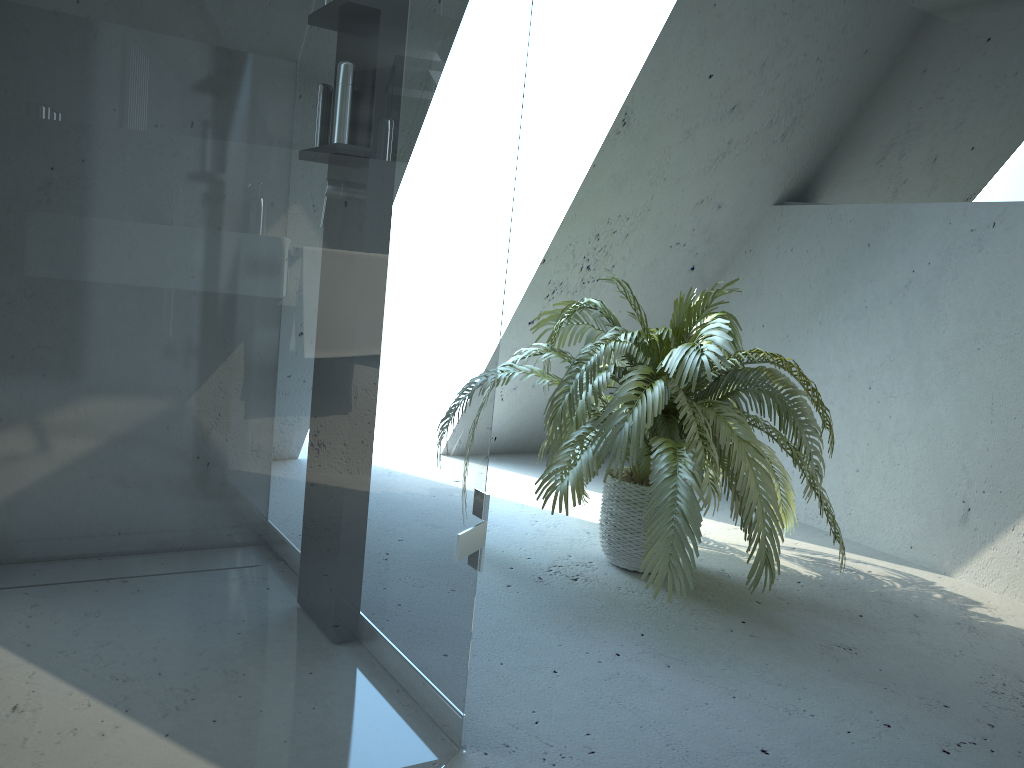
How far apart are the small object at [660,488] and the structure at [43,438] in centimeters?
66cm

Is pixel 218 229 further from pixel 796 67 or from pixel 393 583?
pixel 796 67

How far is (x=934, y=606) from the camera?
2.62m

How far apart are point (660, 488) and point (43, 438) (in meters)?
1.64

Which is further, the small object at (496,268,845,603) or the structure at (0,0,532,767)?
the small object at (496,268,845,603)

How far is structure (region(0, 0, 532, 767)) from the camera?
0.70m

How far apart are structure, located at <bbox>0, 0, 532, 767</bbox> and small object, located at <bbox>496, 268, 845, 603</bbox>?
0.66m

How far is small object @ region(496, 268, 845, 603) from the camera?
2.2 meters

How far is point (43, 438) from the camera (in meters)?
0.70
